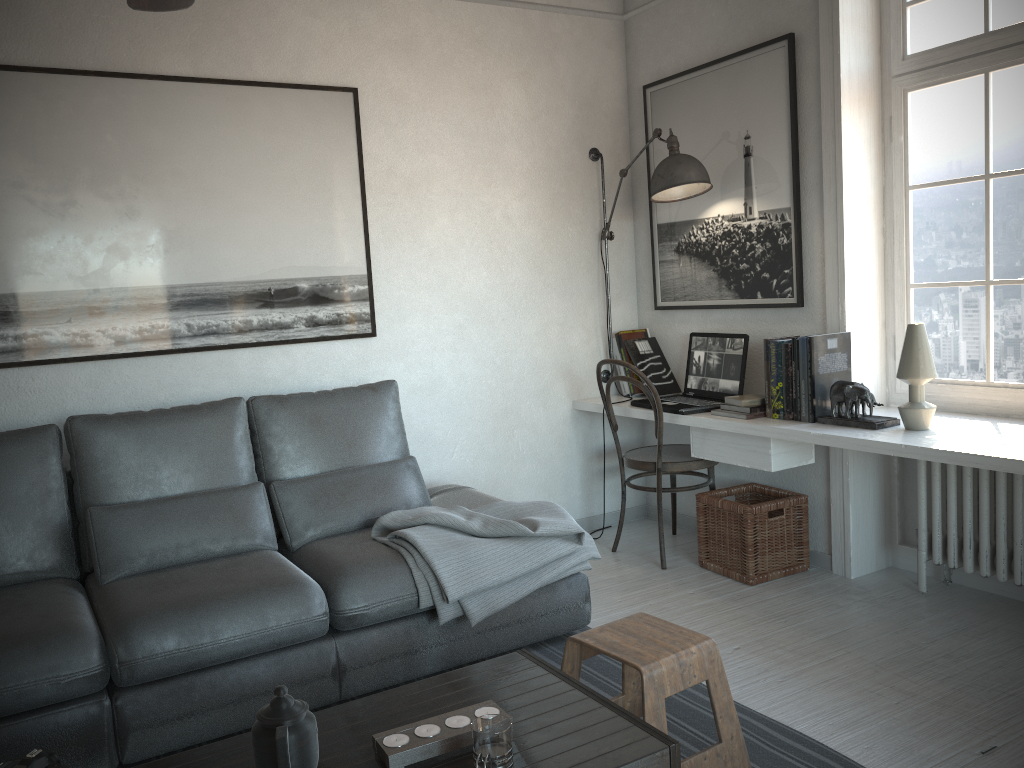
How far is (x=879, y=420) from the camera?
3.1m

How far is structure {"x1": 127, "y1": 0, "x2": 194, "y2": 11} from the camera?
1.88m

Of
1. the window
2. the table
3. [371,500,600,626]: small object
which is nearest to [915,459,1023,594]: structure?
the window

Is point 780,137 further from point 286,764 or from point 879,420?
point 286,764

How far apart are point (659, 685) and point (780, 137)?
2.42m

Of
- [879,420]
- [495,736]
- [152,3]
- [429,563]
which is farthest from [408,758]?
[879,420]

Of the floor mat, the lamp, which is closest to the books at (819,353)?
the lamp

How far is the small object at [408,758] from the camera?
1.7 meters

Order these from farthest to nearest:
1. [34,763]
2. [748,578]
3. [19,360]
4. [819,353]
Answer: [748,578] < [819,353] < [19,360] < [34,763]

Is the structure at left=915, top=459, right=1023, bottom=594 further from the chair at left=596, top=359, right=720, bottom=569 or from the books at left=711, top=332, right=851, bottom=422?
the chair at left=596, top=359, right=720, bottom=569
